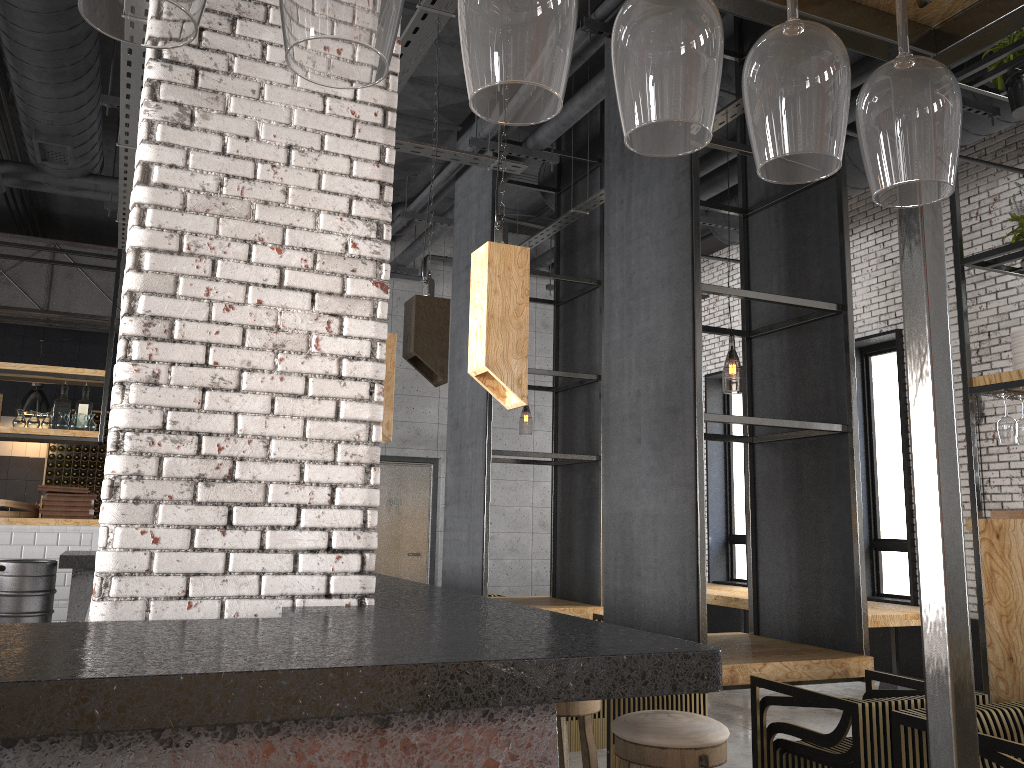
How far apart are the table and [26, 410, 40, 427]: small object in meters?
6.5 m

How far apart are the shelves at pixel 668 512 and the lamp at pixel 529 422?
4.4 meters

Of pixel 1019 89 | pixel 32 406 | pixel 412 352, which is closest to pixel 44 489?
pixel 32 406

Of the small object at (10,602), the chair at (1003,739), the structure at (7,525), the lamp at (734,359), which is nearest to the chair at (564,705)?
the chair at (1003,739)

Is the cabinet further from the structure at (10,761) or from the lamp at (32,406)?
the structure at (10,761)

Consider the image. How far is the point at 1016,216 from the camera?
5.0 meters

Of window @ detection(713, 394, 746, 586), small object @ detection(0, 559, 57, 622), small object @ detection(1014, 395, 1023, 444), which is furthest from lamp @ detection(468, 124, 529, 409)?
window @ detection(713, 394, 746, 586)

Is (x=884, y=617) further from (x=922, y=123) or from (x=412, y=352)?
(x=922, y=123)

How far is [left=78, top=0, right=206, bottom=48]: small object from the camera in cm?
62

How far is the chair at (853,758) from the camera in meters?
3.3 m
